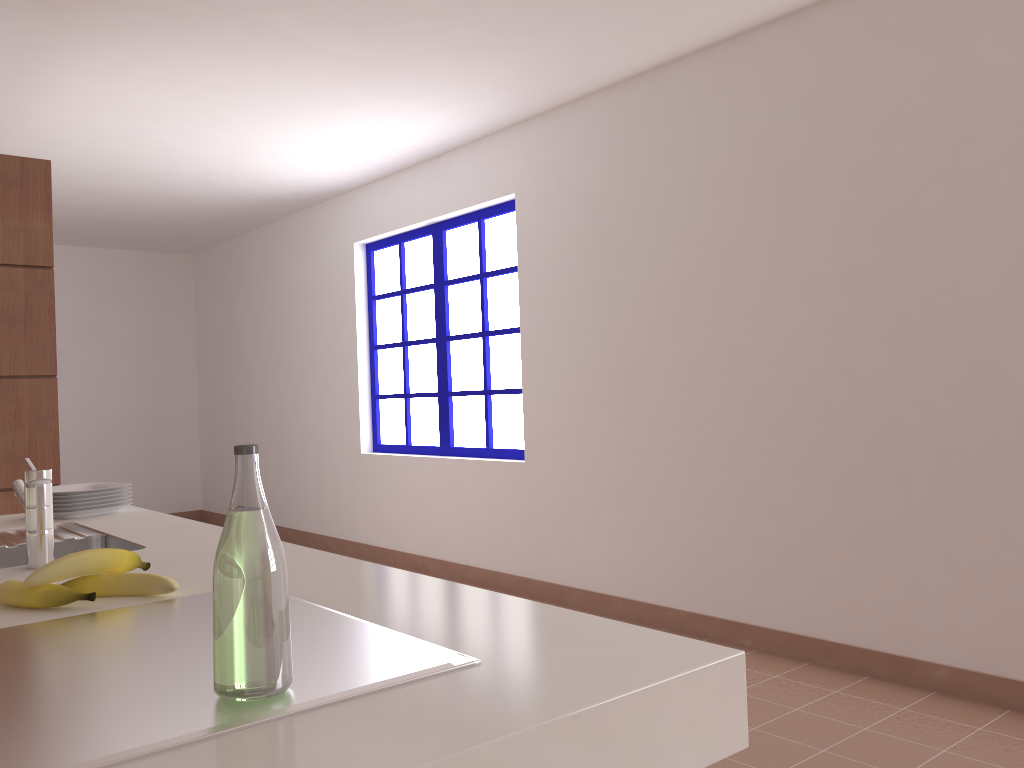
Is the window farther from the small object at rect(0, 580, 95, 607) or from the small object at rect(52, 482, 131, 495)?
the small object at rect(0, 580, 95, 607)

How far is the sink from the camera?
1.5 meters

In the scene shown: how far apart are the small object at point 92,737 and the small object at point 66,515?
1.2 meters

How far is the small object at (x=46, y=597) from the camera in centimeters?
121cm

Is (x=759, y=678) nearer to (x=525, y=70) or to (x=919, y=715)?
(x=919, y=715)

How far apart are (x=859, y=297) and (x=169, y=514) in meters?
6.7 m

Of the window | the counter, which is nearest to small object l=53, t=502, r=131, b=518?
the counter

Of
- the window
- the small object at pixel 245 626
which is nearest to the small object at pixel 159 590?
the small object at pixel 245 626

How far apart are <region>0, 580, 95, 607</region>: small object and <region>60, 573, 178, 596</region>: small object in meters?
0.1 m

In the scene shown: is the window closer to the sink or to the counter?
the counter
